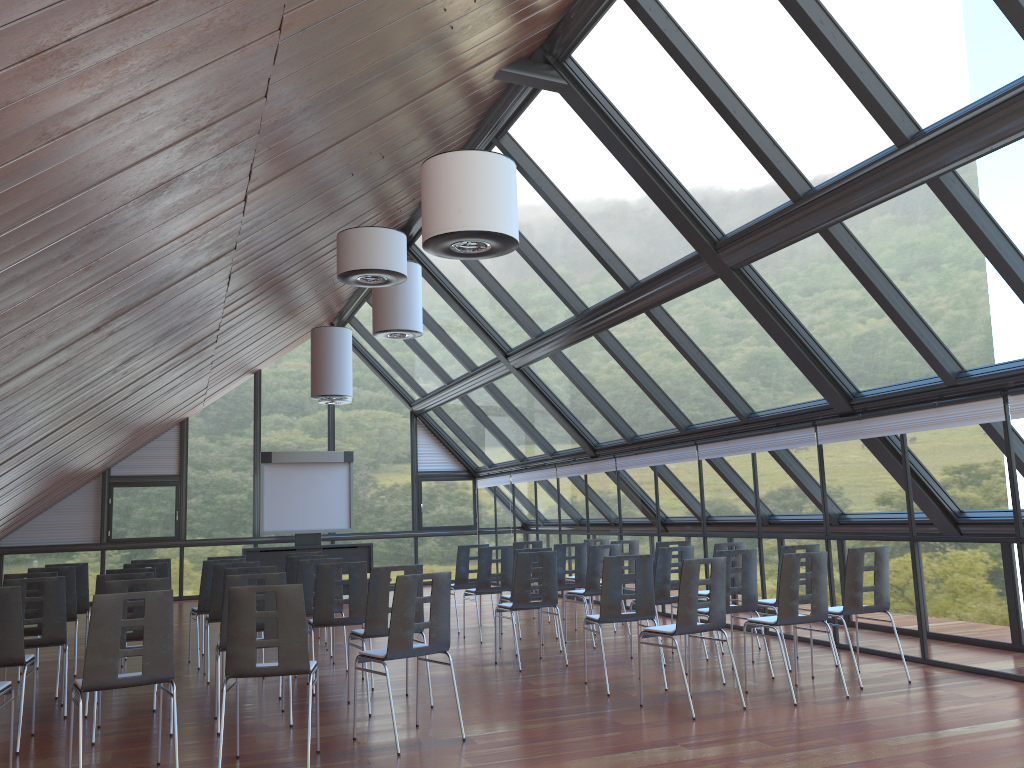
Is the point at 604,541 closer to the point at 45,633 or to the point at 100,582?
the point at 100,582

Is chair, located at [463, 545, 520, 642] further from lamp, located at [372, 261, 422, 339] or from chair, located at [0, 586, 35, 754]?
chair, located at [0, 586, 35, 754]

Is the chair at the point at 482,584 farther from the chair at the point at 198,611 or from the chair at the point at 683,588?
the chair at the point at 683,588

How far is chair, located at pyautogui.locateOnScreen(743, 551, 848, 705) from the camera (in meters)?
7.30

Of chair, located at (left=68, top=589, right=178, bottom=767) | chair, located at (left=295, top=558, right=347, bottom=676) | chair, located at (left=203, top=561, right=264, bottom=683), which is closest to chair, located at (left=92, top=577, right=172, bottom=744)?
chair, located at (left=68, top=589, right=178, bottom=767)

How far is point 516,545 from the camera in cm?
1308

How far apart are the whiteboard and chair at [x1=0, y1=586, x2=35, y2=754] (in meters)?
11.20

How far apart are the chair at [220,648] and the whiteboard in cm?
1135

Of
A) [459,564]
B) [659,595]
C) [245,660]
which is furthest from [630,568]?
[245,660]

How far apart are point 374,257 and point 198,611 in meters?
4.8 m
